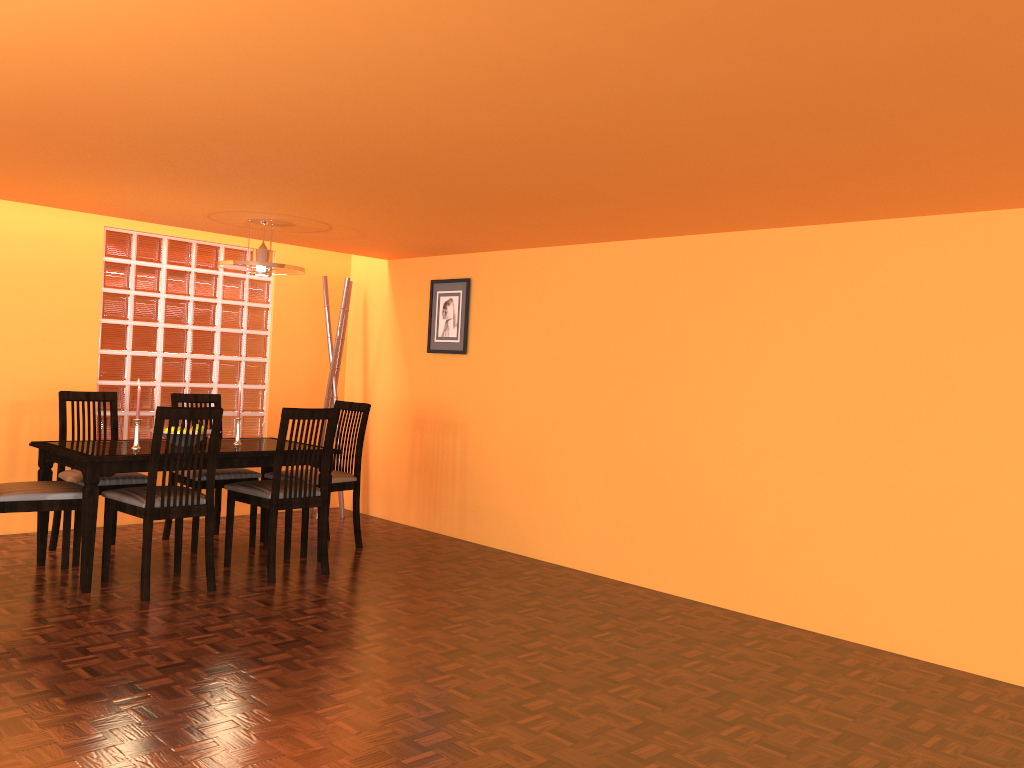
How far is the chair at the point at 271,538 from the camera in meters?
4.1

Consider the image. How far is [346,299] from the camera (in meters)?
5.71

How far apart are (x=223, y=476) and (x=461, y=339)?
1.6m

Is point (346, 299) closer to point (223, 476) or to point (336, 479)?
point (336, 479)

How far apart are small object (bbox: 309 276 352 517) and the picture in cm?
58

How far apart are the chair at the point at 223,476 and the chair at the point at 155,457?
0.4 meters

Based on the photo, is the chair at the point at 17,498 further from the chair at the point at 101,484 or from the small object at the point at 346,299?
the small object at the point at 346,299

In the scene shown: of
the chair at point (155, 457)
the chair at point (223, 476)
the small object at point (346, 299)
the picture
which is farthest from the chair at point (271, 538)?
the small object at point (346, 299)

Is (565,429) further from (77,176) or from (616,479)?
(77,176)

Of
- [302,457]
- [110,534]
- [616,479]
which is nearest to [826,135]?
[616,479]
